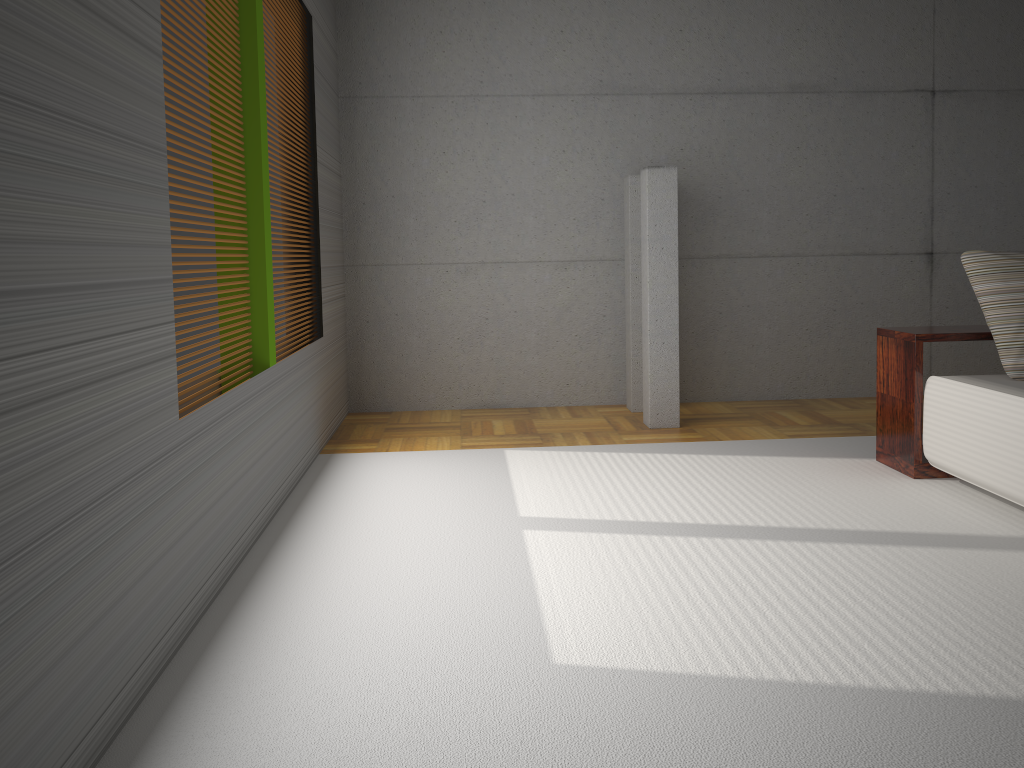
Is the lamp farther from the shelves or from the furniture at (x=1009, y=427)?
the furniture at (x=1009, y=427)

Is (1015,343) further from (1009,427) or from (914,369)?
(1009,427)

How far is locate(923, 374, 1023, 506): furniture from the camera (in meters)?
3.63

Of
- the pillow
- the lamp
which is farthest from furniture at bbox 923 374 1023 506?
the lamp

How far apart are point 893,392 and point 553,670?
2.9 meters

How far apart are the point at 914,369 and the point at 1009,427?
0.73m

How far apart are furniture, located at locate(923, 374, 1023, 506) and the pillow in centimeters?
3cm

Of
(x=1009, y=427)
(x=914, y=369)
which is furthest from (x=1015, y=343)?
(x=1009, y=427)

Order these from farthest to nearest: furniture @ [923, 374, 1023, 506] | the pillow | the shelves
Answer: the shelves → the pillow → furniture @ [923, 374, 1023, 506]

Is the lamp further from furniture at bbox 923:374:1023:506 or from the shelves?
furniture at bbox 923:374:1023:506
